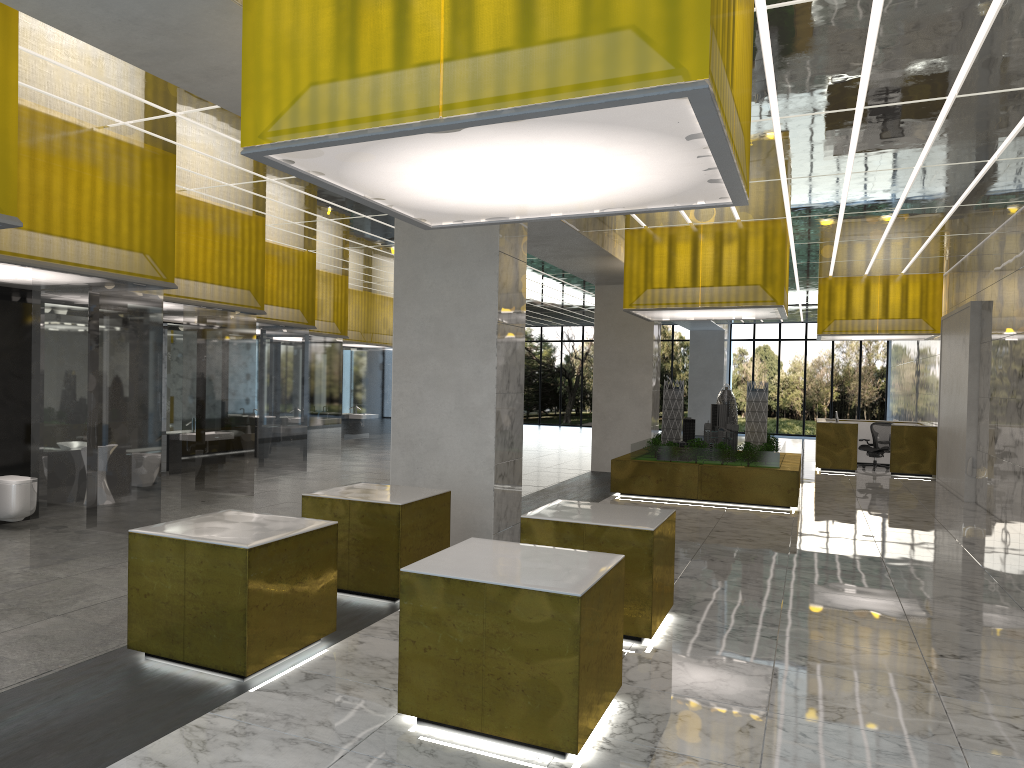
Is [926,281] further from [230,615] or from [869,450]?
[230,615]

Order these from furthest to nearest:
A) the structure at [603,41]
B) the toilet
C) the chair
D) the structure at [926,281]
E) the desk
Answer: the chair < the structure at [926,281] < the desk < the toilet < the structure at [603,41]

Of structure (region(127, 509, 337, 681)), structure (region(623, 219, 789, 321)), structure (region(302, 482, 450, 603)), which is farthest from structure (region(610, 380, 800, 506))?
structure (region(127, 509, 337, 681))

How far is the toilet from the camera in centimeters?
1239cm

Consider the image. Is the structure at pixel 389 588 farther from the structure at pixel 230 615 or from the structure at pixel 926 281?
the structure at pixel 926 281

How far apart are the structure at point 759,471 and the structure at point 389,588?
9.9 meters

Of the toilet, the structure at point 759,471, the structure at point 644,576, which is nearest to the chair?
the structure at point 759,471

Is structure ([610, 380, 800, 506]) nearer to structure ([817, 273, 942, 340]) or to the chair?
structure ([817, 273, 942, 340])

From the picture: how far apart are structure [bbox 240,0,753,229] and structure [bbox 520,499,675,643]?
3.08m

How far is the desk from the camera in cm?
2751
